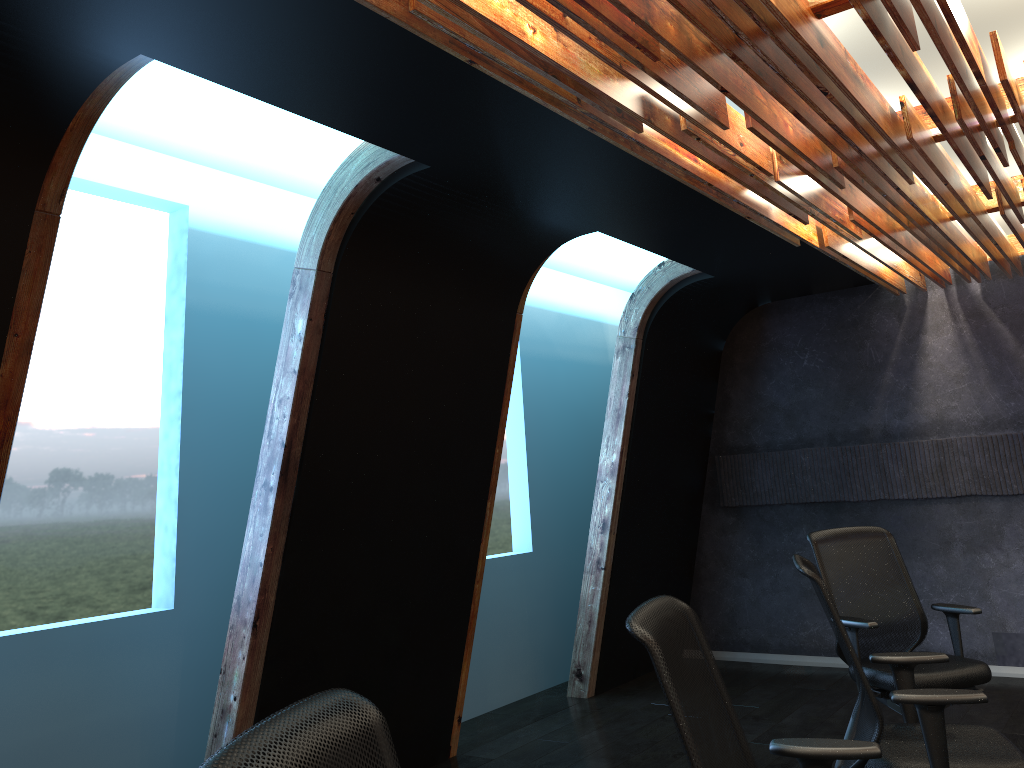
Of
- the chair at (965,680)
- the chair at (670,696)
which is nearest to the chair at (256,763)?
the chair at (670,696)

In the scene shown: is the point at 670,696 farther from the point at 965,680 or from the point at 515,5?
the point at 965,680

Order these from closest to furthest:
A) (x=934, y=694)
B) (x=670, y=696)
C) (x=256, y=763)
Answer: (x=256, y=763) → (x=670, y=696) → (x=934, y=694)

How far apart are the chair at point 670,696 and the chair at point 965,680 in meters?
2.1 m

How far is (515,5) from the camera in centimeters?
266cm

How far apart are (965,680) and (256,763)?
4.2m

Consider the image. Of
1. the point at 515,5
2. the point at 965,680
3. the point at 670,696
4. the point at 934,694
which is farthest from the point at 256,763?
the point at 965,680

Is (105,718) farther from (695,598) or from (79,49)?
(695,598)

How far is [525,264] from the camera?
5.40m

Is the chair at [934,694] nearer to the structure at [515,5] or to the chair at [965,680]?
the chair at [965,680]
